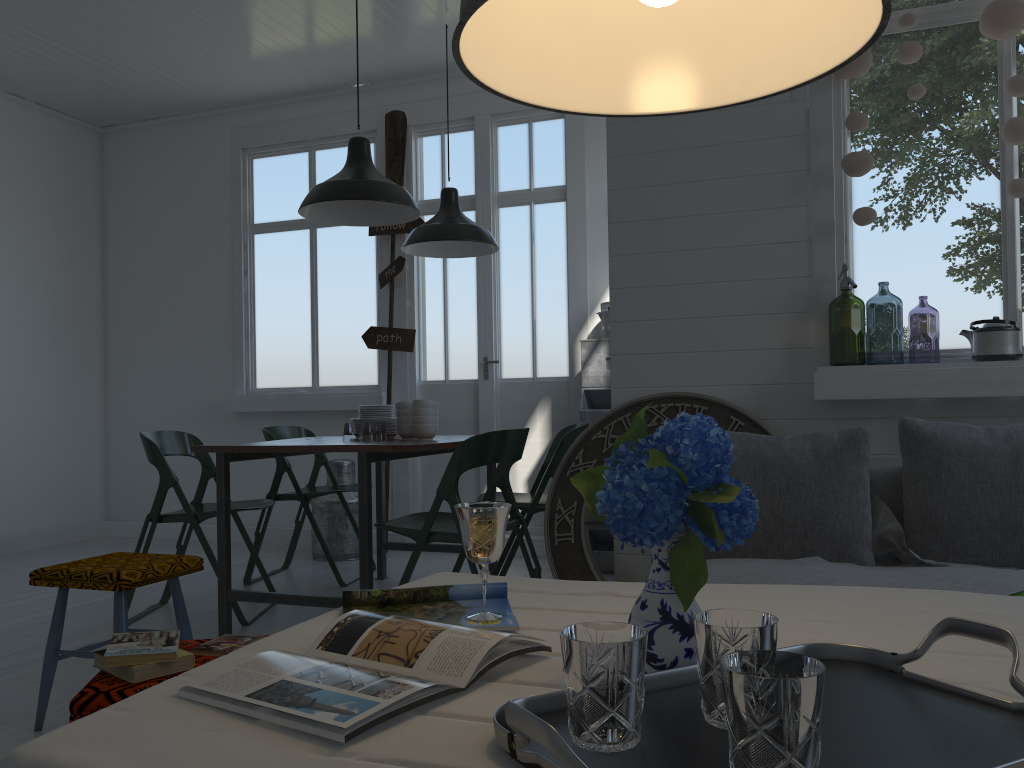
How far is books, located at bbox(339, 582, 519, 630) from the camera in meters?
1.5

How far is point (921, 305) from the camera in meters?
11.5

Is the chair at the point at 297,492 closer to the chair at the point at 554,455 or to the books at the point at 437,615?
the chair at the point at 554,455

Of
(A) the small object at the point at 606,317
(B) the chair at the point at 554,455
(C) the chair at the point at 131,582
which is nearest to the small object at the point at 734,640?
(C) the chair at the point at 131,582

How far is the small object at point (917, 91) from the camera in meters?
3.4

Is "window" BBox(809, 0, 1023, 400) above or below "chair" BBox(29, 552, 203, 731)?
above

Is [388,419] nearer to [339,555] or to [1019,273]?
[339,555]

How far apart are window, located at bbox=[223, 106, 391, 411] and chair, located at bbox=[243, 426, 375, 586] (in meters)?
0.83

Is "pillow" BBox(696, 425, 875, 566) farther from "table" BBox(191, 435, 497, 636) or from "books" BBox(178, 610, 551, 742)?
"books" BBox(178, 610, 551, 742)

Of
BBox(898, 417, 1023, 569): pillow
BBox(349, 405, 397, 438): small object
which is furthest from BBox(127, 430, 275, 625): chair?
BBox(898, 417, 1023, 569): pillow
